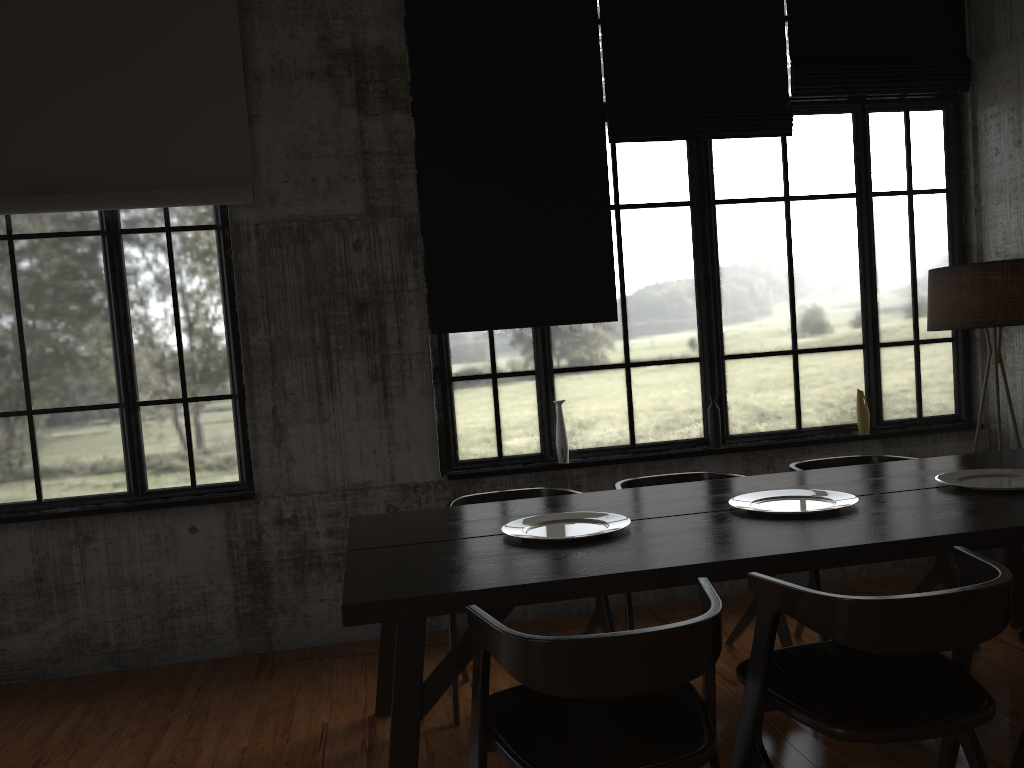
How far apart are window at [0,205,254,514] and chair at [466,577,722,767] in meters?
3.0

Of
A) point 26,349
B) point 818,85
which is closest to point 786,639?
point 818,85

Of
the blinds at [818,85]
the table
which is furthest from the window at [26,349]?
the blinds at [818,85]

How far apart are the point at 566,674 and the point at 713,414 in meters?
3.8 m

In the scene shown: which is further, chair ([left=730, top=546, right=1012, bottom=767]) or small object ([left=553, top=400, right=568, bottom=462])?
small object ([left=553, top=400, right=568, bottom=462])

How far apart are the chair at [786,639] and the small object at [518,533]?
0.9 meters

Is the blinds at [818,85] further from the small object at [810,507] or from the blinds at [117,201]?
the blinds at [117,201]

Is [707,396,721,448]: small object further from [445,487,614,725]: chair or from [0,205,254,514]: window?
[0,205,254,514]: window

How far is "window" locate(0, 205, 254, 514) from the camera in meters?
5.3 m

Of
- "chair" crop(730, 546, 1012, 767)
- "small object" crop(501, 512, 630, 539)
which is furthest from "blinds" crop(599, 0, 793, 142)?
"chair" crop(730, 546, 1012, 767)
